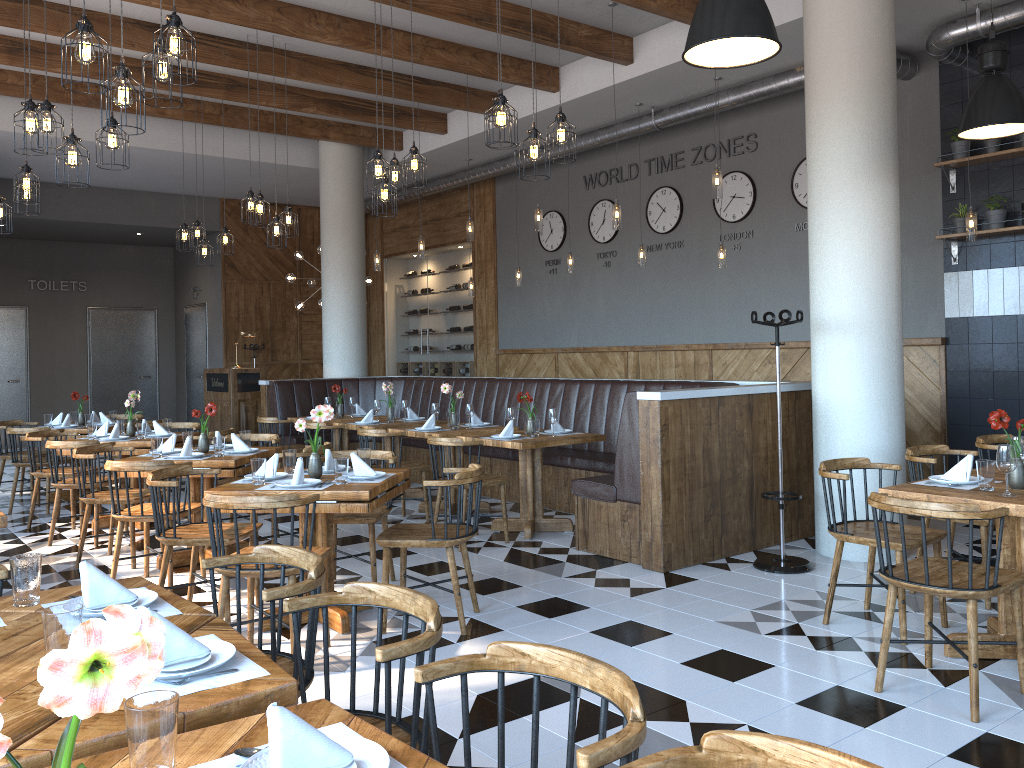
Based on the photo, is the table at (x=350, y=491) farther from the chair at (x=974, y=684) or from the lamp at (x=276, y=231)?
the lamp at (x=276, y=231)

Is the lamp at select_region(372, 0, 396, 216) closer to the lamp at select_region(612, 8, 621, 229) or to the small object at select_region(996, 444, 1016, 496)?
the lamp at select_region(612, 8, 621, 229)

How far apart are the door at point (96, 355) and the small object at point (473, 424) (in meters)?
10.27

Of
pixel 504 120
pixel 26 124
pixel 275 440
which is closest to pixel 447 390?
pixel 275 440

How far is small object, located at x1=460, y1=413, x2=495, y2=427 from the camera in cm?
805

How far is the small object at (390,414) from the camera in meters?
8.6 m

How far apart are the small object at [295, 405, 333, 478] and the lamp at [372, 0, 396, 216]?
2.2m

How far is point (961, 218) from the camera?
7.5m

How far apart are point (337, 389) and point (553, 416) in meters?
3.6 m

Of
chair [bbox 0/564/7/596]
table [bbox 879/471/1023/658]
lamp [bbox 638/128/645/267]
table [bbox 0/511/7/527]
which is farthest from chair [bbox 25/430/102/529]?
table [bbox 879/471/1023/658]
